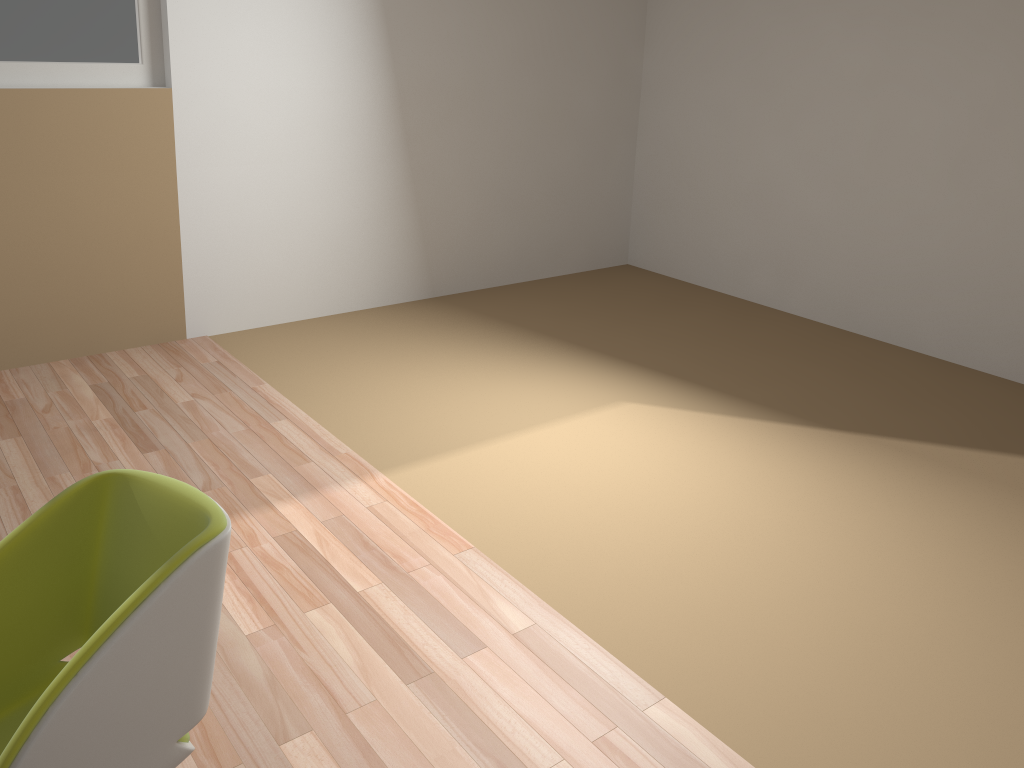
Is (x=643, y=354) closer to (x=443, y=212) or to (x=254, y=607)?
(x=443, y=212)

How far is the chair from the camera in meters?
1.3

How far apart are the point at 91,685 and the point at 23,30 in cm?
358

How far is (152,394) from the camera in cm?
398

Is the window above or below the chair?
above

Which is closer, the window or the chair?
the chair

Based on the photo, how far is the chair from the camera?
1.3 meters

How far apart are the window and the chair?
3.1 meters

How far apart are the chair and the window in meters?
3.1

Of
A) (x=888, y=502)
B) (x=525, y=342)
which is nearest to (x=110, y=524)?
(x=888, y=502)
